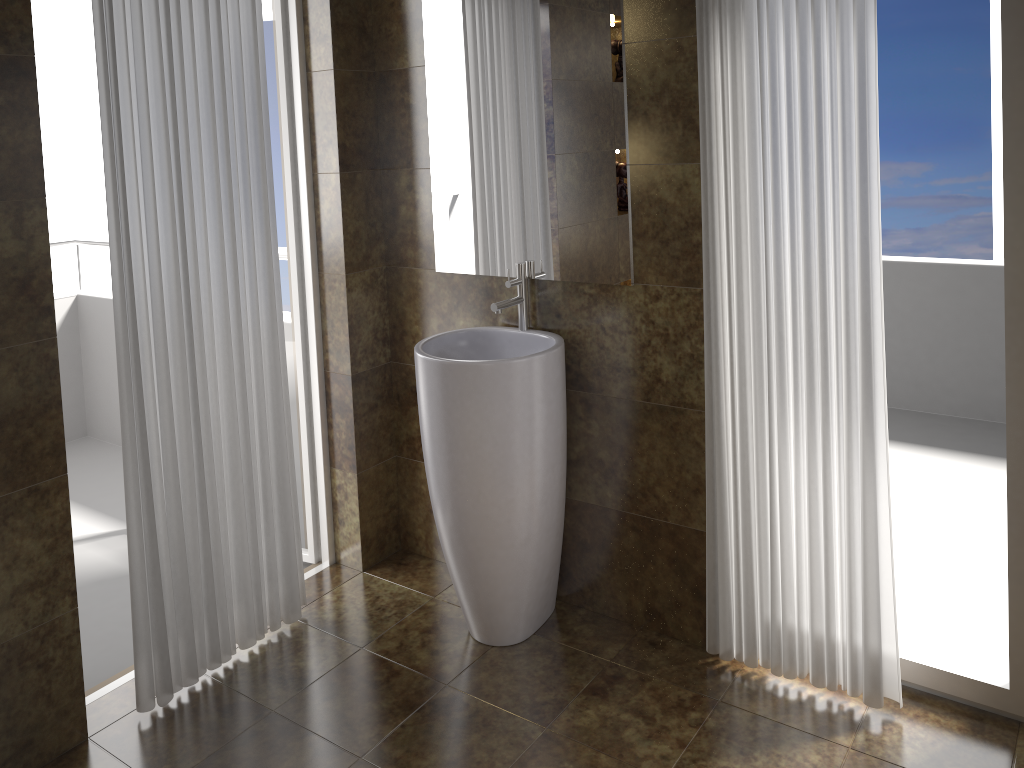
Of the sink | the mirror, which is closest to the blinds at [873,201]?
the mirror

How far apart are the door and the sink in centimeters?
63cm

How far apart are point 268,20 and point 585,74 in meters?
1.2 m

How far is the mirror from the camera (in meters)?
2.50

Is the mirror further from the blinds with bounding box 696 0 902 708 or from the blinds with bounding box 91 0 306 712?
the blinds with bounding box 91 0 306 712

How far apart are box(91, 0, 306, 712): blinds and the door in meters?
0.3

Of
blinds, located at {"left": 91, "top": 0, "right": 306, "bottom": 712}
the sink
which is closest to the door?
blinds, located at {"left": 91, "top": 0, "right": 306, "bottom": 712}

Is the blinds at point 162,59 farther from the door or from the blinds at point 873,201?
the blinds at point 873,201

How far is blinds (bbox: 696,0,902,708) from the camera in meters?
2.1

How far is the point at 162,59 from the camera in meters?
2.3
